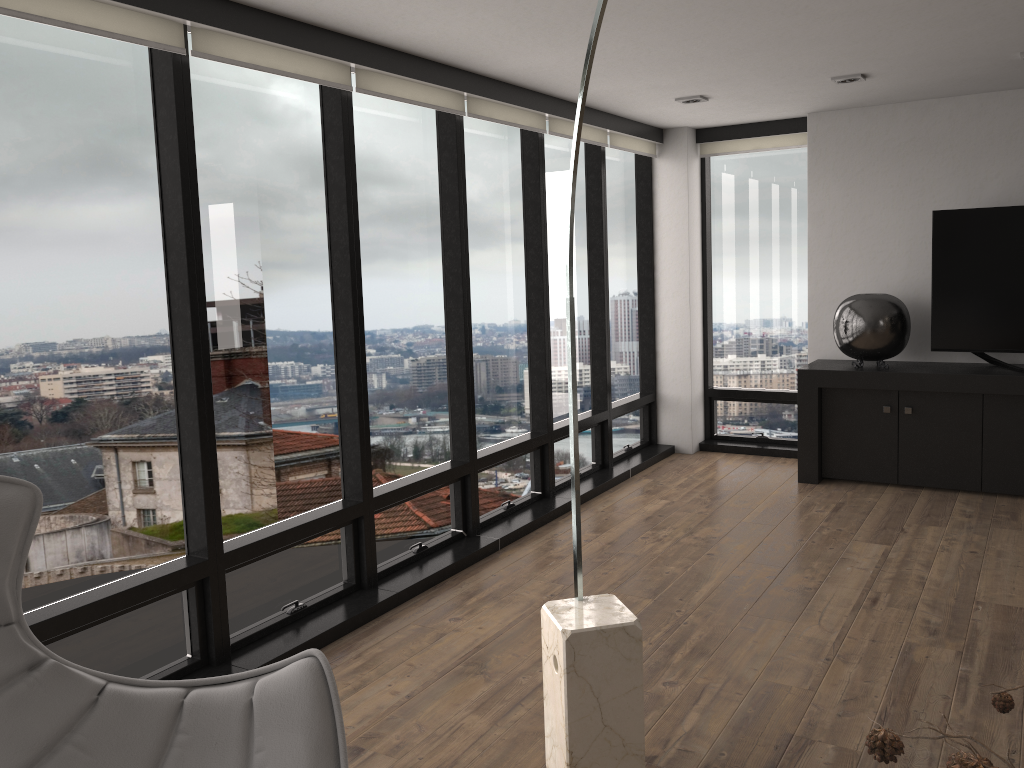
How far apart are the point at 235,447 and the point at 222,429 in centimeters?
10cm

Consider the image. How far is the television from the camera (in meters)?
5.26

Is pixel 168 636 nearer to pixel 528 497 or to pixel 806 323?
pixel 528 497

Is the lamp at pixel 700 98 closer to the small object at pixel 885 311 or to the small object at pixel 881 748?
the small object at pixel 885 311

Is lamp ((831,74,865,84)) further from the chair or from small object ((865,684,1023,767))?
small object ((865,684,1023,767))

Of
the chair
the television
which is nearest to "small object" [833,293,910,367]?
the television

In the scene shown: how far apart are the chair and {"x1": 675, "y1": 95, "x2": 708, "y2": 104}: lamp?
4.2m

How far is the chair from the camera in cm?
187

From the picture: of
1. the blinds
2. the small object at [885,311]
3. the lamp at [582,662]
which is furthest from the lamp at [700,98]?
the lamp at [582,662]

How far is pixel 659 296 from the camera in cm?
671
